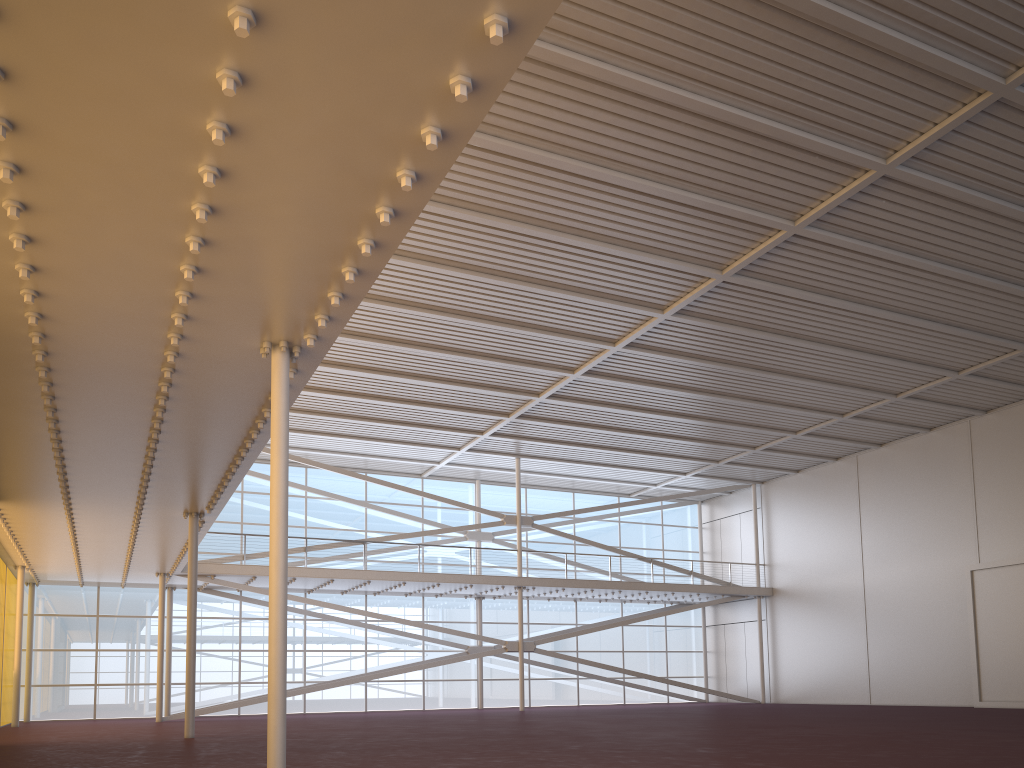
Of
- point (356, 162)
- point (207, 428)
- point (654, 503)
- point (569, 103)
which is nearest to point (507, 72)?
point (356, 162)

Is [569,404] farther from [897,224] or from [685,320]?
[897,224]
